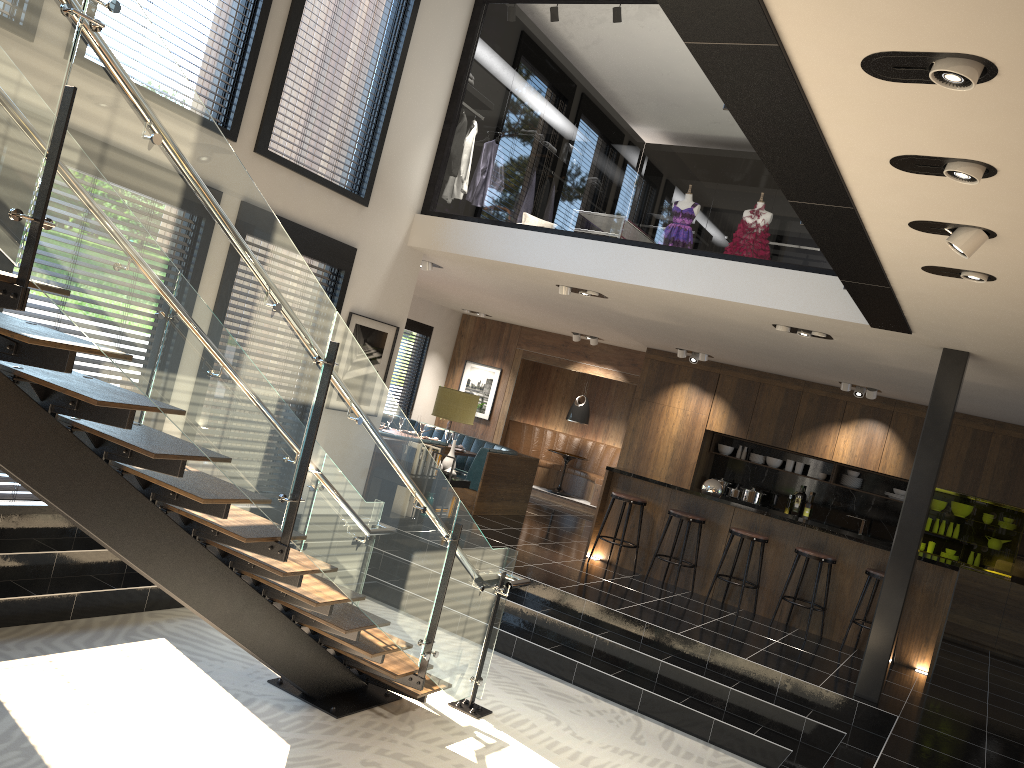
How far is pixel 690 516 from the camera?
9.0 meters

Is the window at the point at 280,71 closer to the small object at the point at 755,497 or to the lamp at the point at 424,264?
the lamp at the point at 424,264

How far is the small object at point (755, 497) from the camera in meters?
12.1 m

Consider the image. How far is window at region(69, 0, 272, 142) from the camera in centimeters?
653cm

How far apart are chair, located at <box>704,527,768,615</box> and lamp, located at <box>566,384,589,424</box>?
5.8 meters

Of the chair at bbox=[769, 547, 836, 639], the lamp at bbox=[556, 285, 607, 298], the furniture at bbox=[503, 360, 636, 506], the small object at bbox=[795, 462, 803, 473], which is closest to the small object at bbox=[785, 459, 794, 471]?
the small object at bbox=[795, 462, 803, 473]

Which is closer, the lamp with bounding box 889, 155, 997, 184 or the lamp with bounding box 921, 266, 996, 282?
the lamp with bounding box 889, 155, 997, 184

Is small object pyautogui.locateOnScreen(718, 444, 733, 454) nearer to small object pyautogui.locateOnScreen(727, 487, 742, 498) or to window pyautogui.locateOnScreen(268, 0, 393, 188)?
small object pyautogui.locateOnScreen(727, 487, 742, 498)

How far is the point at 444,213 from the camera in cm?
856

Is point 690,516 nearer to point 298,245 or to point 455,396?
point 455,396
